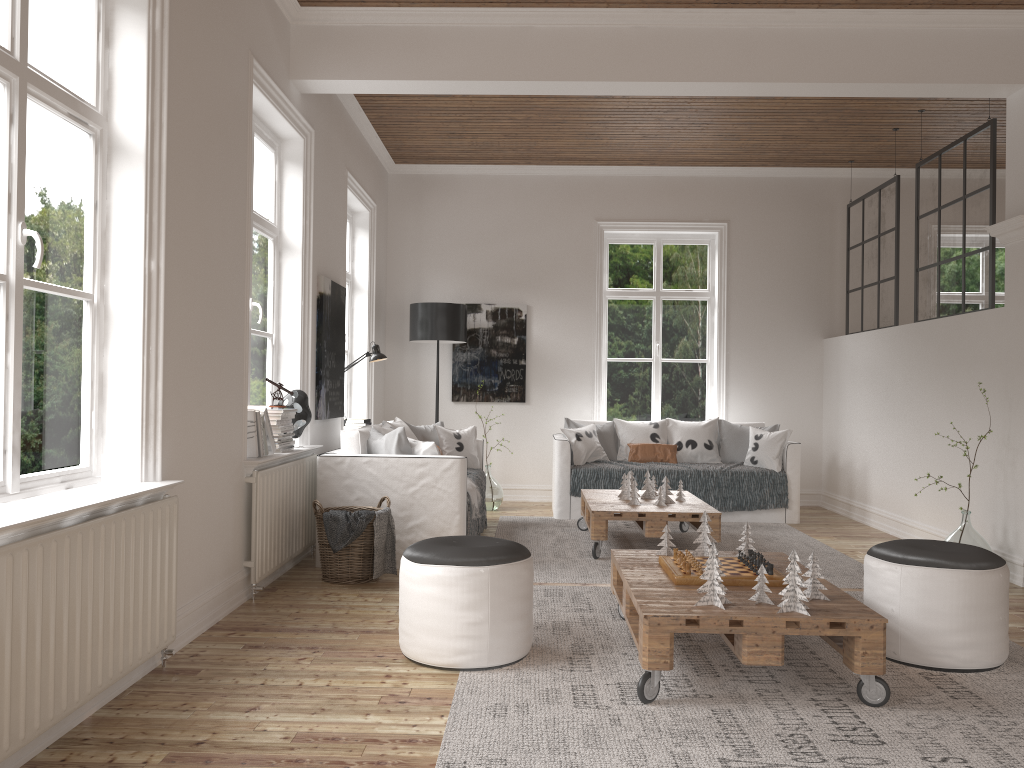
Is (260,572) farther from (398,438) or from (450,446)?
(450,446)

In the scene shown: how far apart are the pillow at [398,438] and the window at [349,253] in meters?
2.5

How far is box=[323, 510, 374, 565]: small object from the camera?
4.5m

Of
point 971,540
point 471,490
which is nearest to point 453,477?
point 471,490

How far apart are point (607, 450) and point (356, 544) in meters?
3.3

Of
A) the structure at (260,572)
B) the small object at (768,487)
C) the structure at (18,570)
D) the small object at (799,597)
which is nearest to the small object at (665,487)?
the small object at (768,487)

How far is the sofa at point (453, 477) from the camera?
5.00m

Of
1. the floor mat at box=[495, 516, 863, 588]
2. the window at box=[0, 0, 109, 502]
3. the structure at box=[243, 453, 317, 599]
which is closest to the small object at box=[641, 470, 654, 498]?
the floor mat at box=[495, 516, 863, 588]

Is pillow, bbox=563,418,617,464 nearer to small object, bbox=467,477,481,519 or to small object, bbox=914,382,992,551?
small object, bbox=467,477,481,519

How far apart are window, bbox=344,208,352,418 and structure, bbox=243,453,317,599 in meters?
2.7
